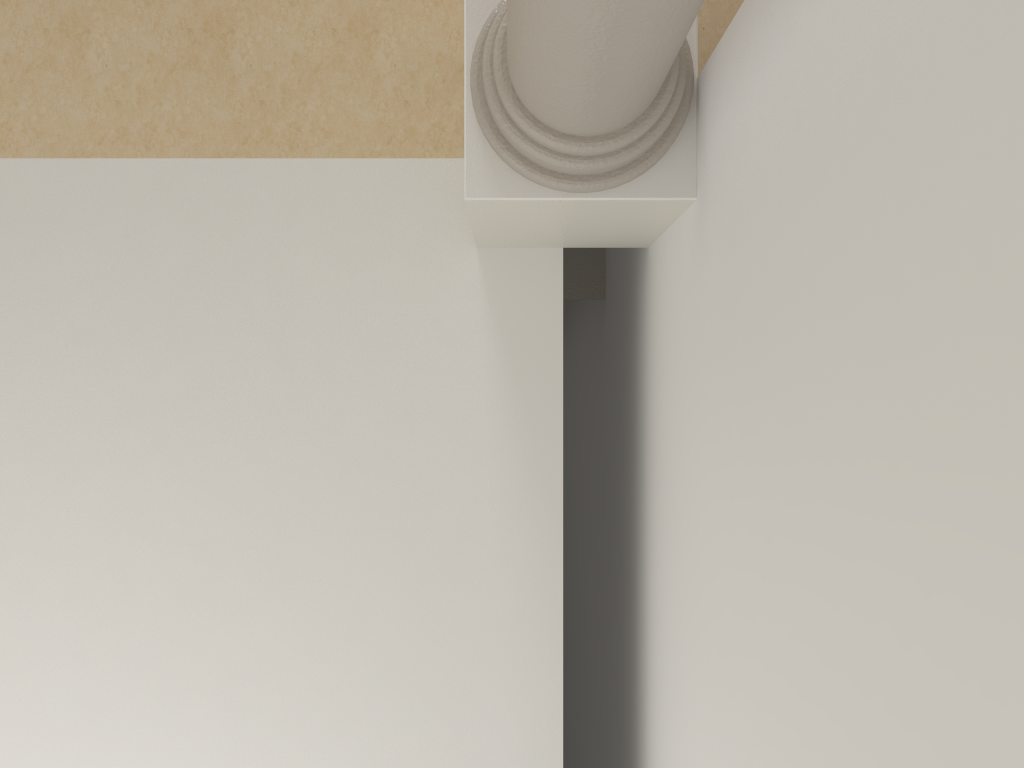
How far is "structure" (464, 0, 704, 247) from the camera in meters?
1.5 m

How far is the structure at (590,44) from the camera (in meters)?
1.54

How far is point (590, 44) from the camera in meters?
1.5 m
